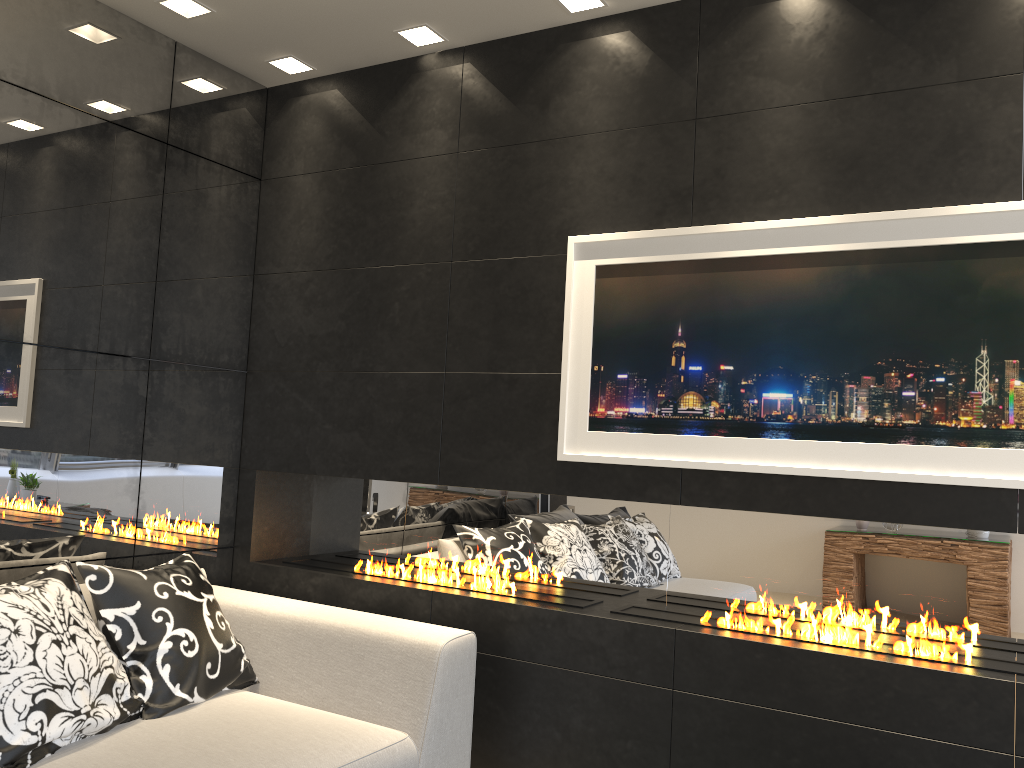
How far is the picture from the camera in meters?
2.5 m

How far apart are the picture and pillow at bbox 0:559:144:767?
1.53m

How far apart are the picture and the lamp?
0.83m

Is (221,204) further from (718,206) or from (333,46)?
(718,206)

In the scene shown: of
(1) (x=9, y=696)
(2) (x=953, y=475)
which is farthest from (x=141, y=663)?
(2) (x=953, y=475)

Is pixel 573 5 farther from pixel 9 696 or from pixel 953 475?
pixel 9 696

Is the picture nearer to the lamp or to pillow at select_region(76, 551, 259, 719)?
the lamp

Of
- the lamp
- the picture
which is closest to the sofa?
the picture

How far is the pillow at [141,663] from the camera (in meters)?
2.73

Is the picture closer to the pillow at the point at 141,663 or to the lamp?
the lamp
